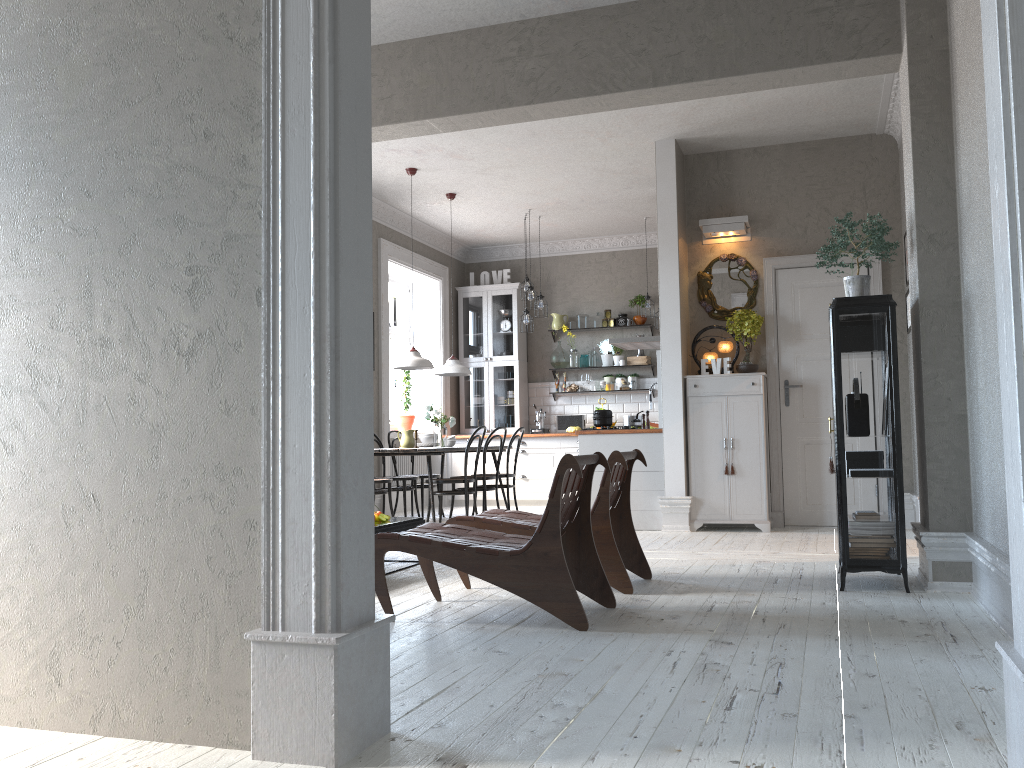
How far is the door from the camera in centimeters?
733cm

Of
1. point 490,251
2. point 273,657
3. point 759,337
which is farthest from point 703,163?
point 273,657

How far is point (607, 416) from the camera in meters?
7.7 m

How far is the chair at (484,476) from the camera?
8.2m

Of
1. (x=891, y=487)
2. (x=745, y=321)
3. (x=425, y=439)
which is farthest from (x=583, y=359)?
(x=891, y=487)

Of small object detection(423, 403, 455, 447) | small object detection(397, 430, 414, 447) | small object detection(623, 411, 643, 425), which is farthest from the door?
small object detection(397, 430, 414, 447)

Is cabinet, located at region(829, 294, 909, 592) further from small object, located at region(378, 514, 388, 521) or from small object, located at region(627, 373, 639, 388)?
small object, located at region(627, 373, 639, 388)

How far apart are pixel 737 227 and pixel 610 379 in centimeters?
372cm

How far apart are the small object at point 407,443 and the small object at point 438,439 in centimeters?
24cm

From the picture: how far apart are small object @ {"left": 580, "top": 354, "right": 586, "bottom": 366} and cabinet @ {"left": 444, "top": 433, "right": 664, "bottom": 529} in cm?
119
